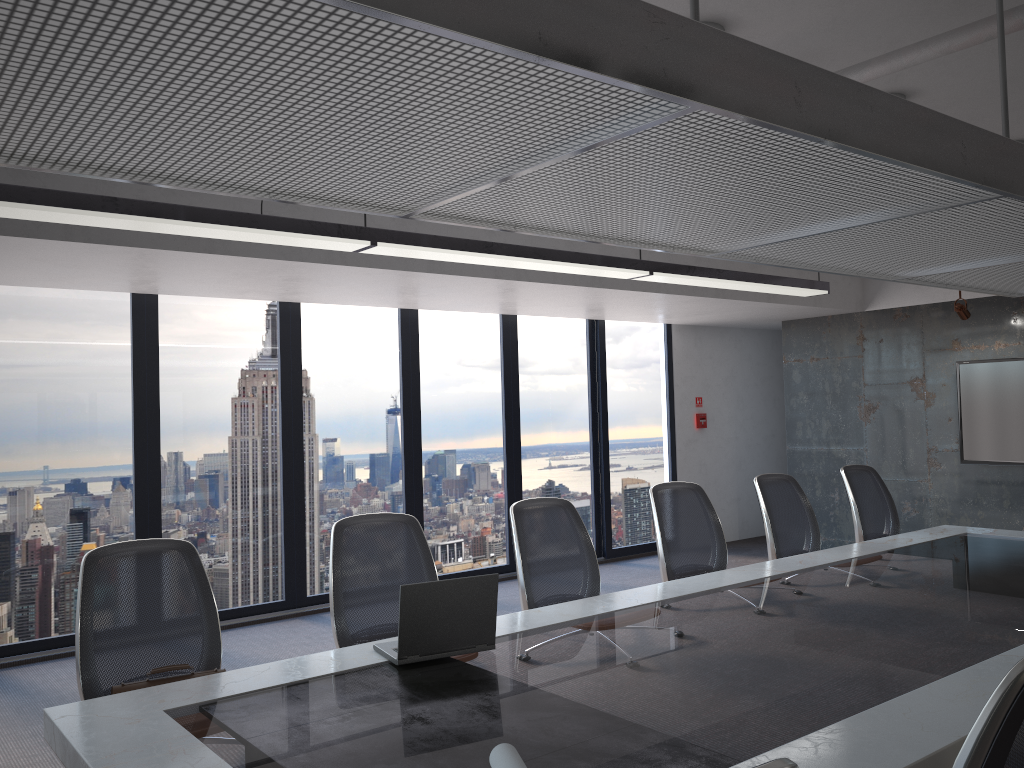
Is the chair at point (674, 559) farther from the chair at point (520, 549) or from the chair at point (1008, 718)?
the chair at point (1008, 718)

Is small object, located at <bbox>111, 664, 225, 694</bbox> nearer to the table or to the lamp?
the table

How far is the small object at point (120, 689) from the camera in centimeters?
293cm

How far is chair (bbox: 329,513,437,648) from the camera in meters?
3.7 m

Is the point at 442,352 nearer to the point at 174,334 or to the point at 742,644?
the point at 174,334

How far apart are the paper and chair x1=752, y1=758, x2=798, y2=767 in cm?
99

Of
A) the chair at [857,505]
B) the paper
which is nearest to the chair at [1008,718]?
the paper

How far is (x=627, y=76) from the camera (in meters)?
1.91

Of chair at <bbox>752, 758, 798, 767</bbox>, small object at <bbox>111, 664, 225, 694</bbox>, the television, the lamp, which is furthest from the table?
the television

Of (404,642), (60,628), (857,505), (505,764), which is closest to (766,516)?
(857,505)
